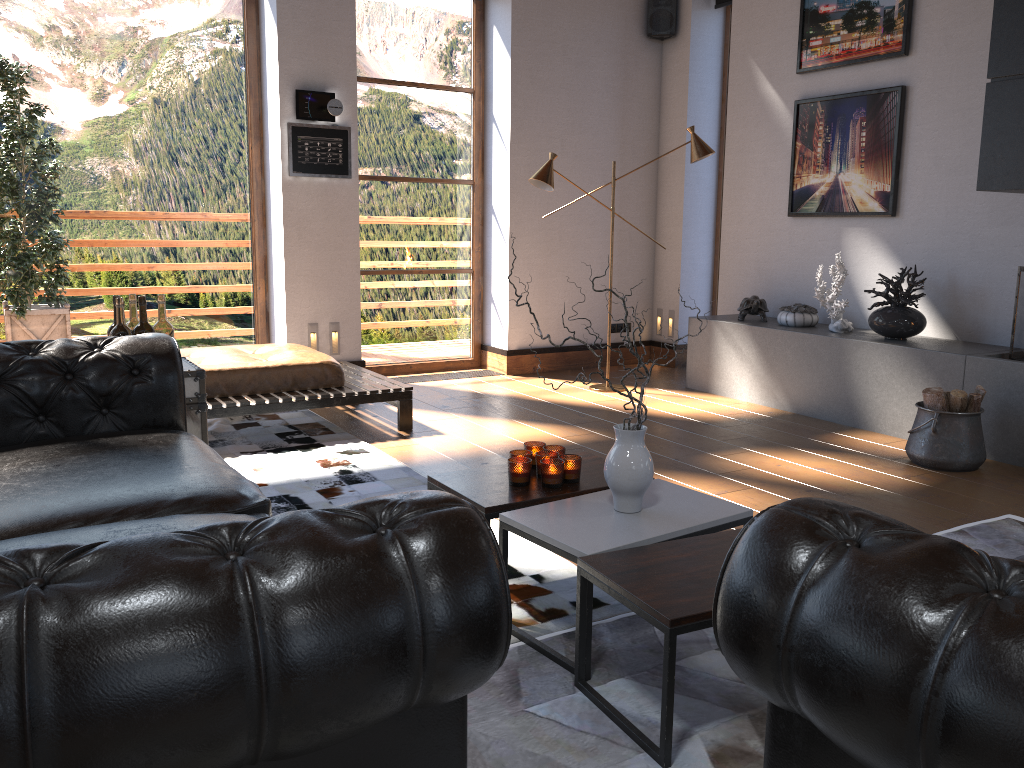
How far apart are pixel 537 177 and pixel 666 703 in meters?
4.5 m

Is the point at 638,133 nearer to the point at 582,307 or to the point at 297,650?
the point at 582,307

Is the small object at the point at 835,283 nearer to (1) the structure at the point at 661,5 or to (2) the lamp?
(2) the lamp

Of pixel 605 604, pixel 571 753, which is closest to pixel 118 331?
pixel 605 604

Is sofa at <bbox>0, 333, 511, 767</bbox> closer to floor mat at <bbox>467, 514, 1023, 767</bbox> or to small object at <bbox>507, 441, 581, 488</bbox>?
floor mat at <bbox>467, 514, 1023, 767</bbox>

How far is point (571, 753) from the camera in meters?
2.0 m

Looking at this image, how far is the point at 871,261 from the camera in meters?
5.9

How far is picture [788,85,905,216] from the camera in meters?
5.6 m

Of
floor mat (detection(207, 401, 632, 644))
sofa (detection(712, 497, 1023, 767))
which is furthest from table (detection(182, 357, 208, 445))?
sofa (detection(712, 497, 1023, 767))

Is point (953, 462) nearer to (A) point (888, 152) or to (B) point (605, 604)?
(A) point (888, 152)
